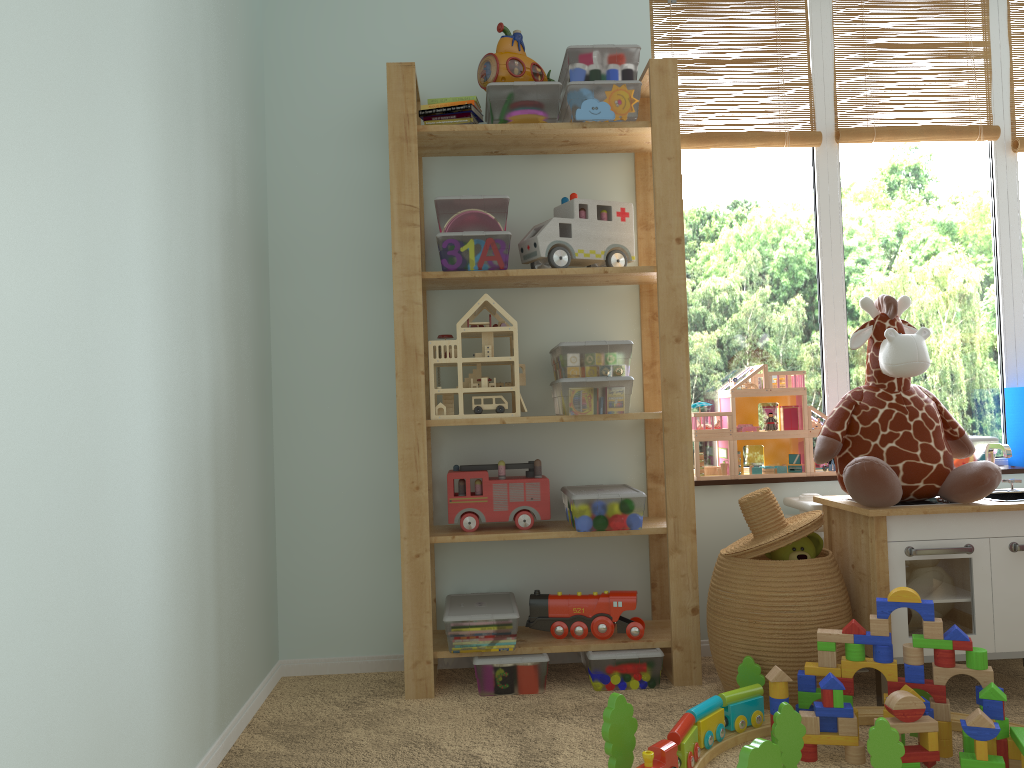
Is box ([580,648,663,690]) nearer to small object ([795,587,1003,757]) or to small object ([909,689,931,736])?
small object ([795,587,1003,757])

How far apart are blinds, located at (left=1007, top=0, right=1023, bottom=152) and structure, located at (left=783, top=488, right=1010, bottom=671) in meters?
1.3

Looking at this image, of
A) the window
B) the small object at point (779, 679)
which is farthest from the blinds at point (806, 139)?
the small object at point (779, 679)

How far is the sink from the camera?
2.2 meters

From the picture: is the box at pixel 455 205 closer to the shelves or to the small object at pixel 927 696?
the shelves

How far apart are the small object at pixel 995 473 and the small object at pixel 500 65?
1.0 meters

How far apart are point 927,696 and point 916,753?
0.24m

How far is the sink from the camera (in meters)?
2.24

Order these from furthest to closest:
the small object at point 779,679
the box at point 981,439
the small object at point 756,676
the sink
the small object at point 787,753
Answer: the box at point 981,439 < the sink < the small object at point 756,676 < the small object at point 779,679 < the small object at point 787,753

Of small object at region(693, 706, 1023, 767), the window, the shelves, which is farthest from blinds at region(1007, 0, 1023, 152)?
small object at region(693, 706, 1023, 767)
